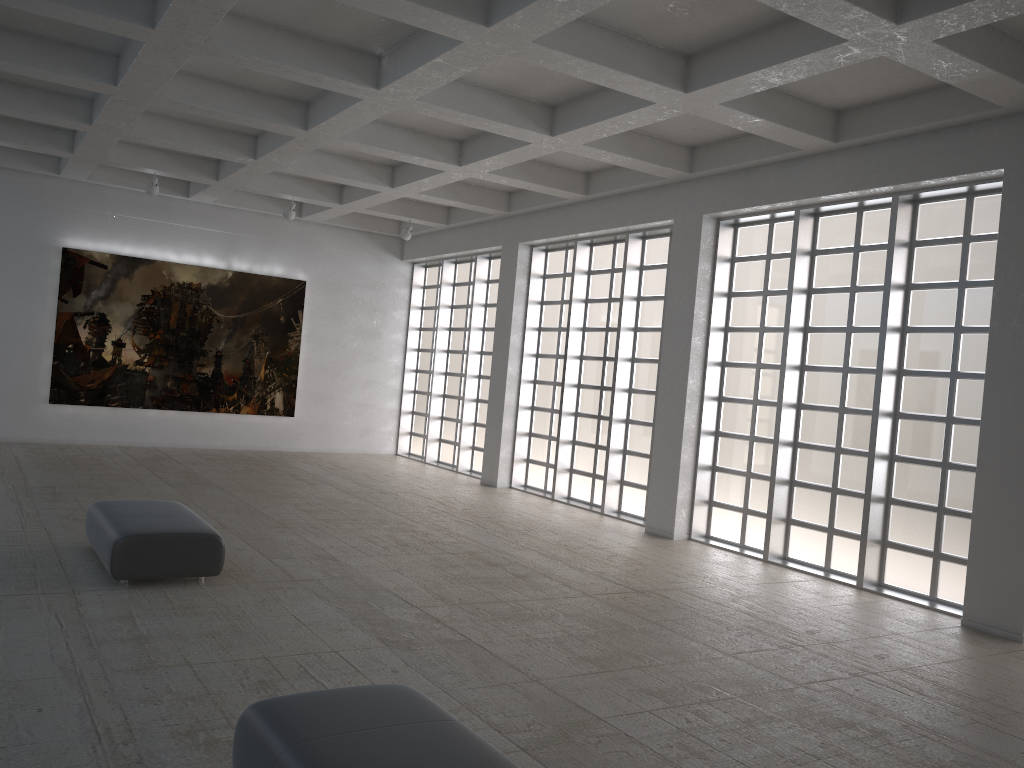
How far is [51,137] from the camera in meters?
24.5 m

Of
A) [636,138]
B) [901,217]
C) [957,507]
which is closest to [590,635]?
[957,507]
